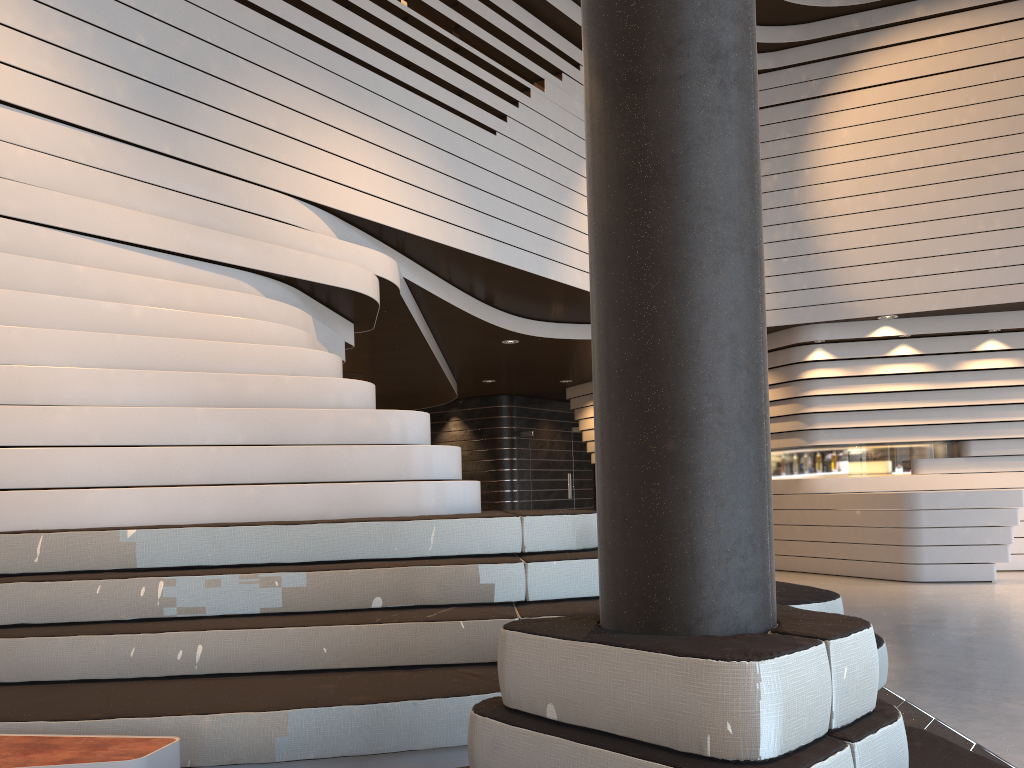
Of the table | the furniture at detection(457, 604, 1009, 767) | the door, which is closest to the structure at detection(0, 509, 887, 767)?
the table

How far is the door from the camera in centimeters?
1428cm

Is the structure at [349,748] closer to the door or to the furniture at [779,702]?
the furniture at [779,702]

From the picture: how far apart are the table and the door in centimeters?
1203cm

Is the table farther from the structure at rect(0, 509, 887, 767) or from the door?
the door

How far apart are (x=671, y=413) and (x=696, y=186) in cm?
47

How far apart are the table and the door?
12.0m

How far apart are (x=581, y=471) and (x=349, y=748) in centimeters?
1178cm

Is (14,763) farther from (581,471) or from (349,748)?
(581,471)

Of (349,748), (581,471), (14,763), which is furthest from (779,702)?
(581,471)
